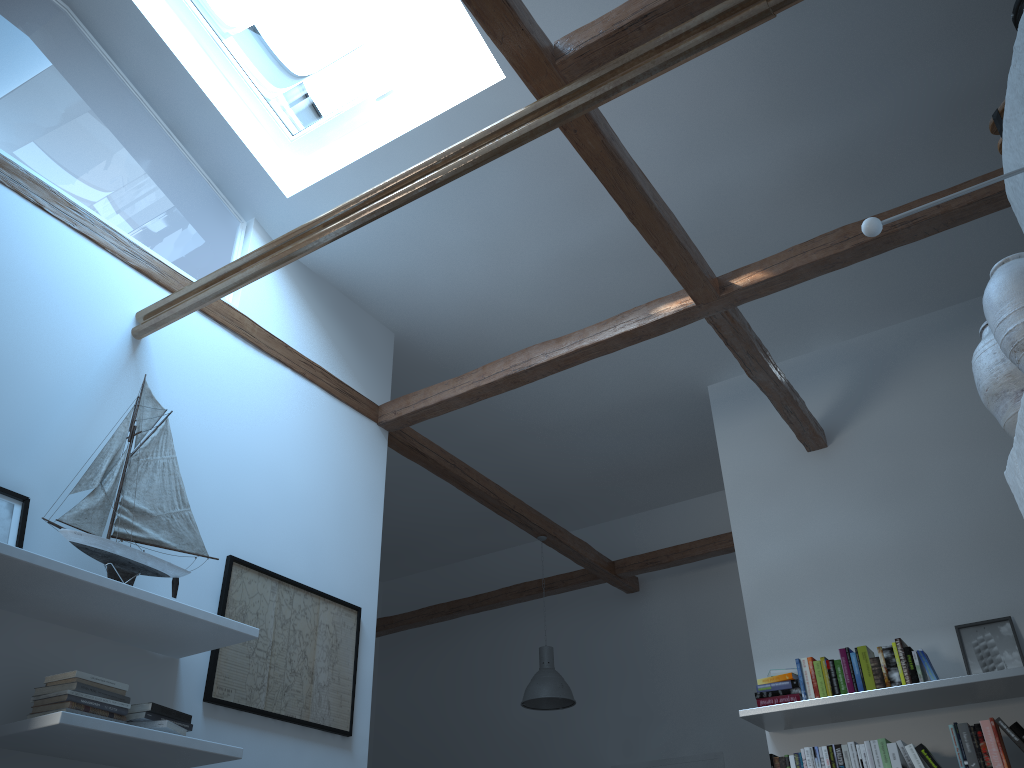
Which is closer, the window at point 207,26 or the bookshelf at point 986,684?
the bookshelf at point 986,684

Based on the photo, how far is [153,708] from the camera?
3.1m

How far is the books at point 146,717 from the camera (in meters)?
3.09

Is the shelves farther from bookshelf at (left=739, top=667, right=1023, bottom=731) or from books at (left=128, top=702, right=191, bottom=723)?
bookshelf at (left=739, top=667, right=1023, bottom=731)

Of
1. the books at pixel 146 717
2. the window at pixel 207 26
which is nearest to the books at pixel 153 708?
the books at pixel 146 717

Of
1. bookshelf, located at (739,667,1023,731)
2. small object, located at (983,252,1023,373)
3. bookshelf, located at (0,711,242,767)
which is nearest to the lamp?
bookshelf, located at (739,667,1023,731)

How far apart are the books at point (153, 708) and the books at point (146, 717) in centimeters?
2cm

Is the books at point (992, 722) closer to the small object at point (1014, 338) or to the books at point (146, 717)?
the books at point (146, 717)

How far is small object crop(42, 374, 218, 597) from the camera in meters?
3.3

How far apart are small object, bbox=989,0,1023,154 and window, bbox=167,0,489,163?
2.86m
